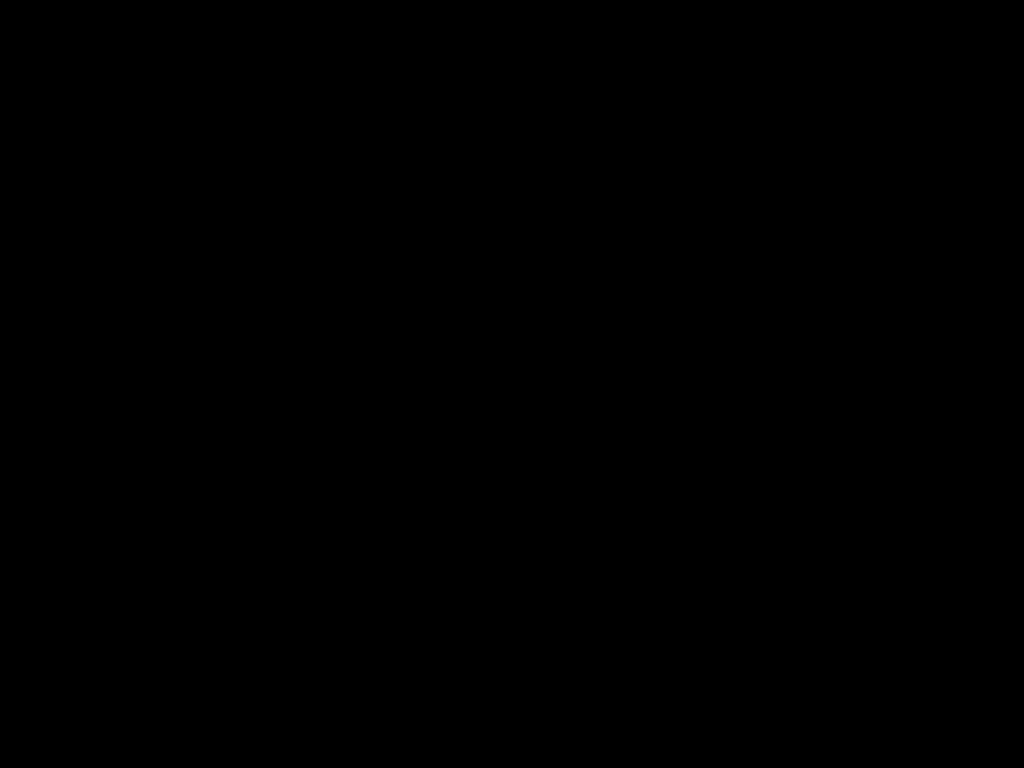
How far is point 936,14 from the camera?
0.4m

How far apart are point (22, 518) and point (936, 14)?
0.97m

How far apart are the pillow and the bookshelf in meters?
0.0 m

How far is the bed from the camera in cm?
43

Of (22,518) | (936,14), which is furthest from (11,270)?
(936,14)

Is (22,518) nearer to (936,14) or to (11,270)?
(11,270)

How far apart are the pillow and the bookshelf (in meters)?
0.03

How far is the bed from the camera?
0.4 meters

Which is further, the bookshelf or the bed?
the bookshelf

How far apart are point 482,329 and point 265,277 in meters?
0.4
